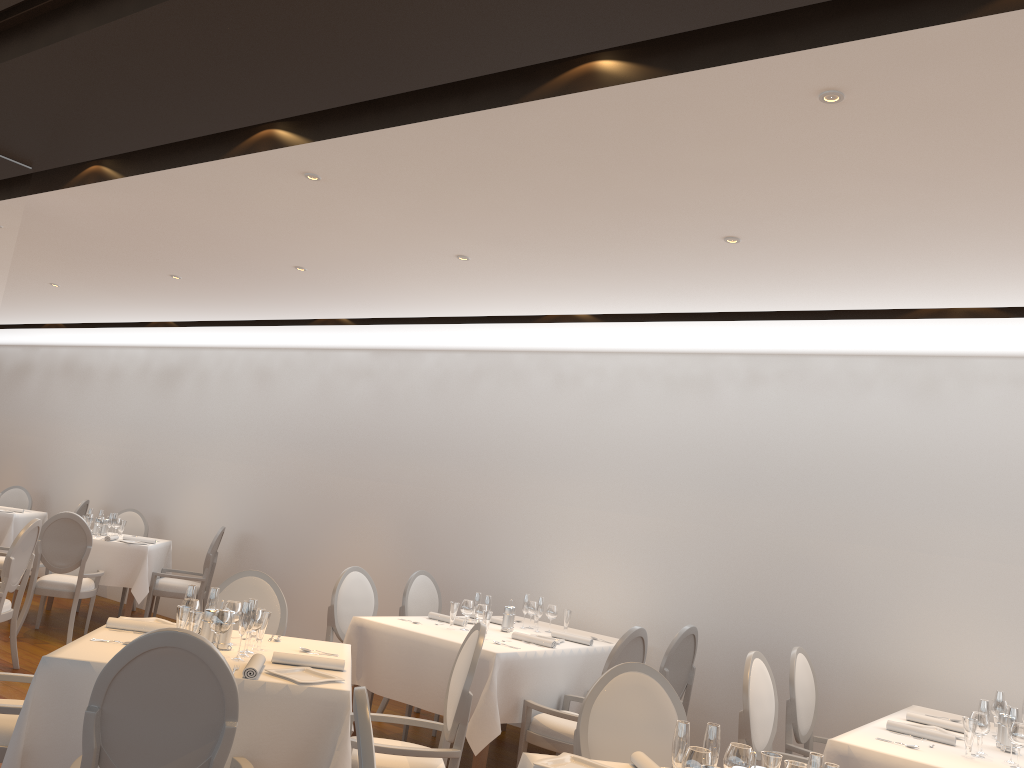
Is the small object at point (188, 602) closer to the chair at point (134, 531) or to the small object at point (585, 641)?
the small object at point (585, 641)

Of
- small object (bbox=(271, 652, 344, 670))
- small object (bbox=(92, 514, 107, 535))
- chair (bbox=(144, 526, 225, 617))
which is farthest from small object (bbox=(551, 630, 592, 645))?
small object (bbox=(92, 514, 107, 535))

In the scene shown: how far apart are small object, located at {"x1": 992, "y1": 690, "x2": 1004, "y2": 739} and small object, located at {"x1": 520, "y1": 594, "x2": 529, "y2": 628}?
2.91m

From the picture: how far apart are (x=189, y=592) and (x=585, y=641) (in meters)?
2.78

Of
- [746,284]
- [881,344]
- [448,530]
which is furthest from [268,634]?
[881,344]

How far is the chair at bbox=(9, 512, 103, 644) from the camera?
7.6m

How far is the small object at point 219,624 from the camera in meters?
3.7

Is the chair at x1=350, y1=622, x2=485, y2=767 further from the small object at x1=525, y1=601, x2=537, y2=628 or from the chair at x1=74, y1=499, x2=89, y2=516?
the chair at x1=74, y1=499, x2=89, y2=516

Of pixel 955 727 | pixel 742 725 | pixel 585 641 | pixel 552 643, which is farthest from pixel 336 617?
pixel 955 727

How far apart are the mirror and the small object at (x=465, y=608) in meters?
3.2
